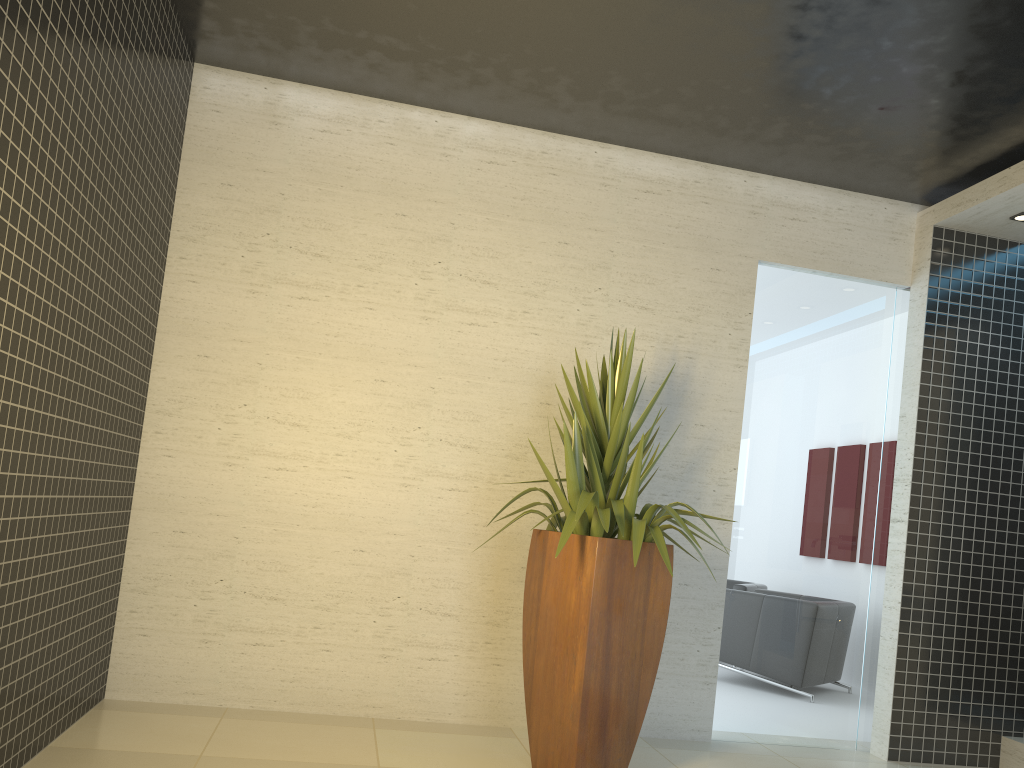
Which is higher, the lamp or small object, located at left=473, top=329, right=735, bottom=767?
the lamp

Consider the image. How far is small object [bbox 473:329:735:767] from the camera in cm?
370

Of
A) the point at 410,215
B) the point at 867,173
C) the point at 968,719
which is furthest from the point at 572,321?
the point at 968,719

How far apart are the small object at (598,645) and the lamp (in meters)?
2.59

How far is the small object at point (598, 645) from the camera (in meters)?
3.70

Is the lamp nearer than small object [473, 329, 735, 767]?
No

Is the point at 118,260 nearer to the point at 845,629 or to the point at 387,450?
the point at 387,450

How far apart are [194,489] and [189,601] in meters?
0.6

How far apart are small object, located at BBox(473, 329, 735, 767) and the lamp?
2.59m

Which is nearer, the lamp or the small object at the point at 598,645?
the small object at the point at 598,645
